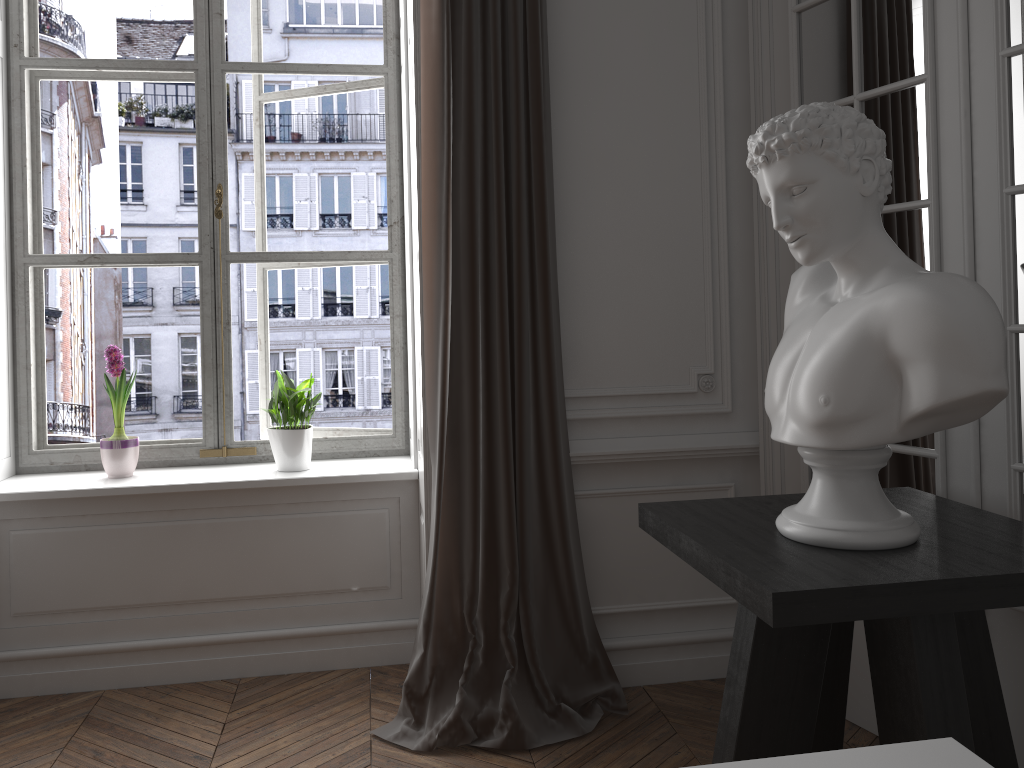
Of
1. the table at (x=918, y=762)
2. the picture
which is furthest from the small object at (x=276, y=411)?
the table at (x=918, y=762)

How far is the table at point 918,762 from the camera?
1.0 meters

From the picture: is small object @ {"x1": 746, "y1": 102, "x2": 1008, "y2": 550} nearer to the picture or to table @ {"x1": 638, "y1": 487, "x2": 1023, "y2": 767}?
table @ {"x1": 638, "y1": 487, "x2": 1023, "y2": 767}

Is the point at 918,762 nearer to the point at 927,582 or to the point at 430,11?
the point at 927,582

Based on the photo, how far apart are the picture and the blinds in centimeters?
75cm

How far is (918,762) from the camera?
1.0 meters

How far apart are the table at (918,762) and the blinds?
1.7m

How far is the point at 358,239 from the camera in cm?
625

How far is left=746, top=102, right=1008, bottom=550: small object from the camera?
1.61m

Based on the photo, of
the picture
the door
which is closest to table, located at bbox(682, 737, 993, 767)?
the door
